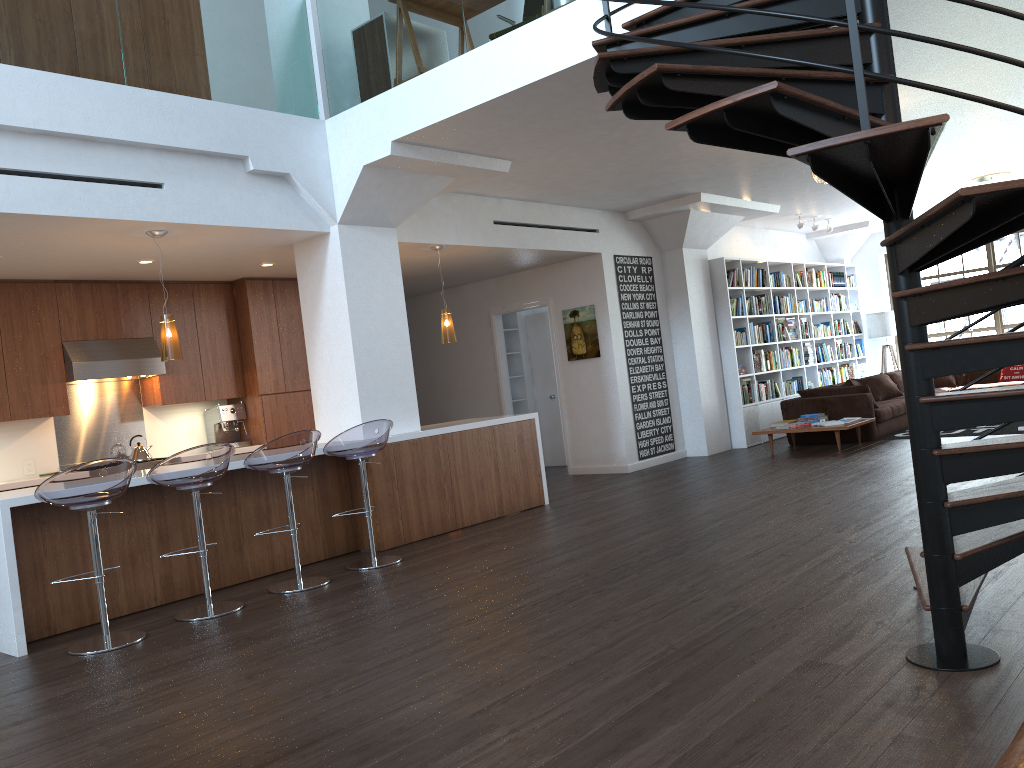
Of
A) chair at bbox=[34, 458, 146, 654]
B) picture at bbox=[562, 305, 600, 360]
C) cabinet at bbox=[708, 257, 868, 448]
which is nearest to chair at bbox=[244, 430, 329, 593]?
chair at bbox=[34, 458, 146, 654]

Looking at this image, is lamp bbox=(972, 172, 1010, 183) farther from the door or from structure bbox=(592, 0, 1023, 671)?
structure bbox=(592, 0, 1023, 671)

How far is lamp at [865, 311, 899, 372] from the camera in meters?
14.1 m

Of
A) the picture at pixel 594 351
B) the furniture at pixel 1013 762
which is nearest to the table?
the picture at pixel 594 351

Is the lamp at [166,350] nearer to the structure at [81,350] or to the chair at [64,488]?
the chair at [64,488]

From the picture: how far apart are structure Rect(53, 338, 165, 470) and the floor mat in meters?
8.0 m

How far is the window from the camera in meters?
13.6

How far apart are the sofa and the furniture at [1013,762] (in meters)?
9.18

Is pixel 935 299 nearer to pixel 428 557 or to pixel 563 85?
pixel 563 85

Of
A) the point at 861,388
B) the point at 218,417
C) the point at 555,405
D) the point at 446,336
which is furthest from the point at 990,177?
the point at 218,417
